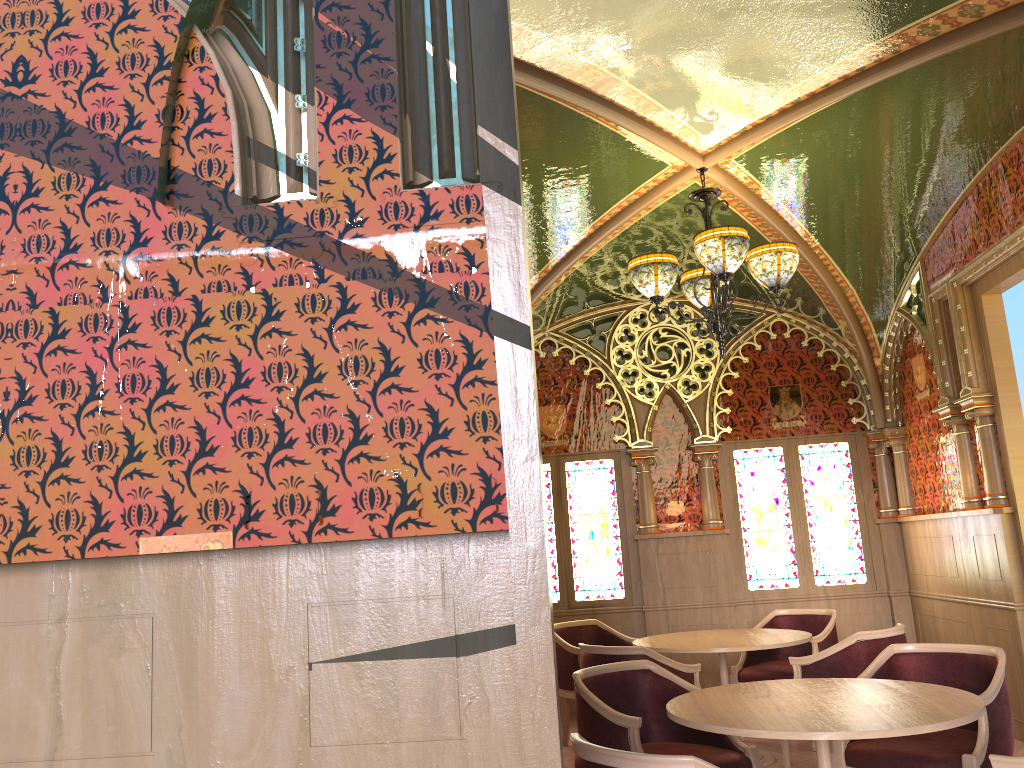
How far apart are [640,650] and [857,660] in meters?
1.2

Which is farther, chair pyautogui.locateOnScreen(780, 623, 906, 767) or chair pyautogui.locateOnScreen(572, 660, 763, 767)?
chair pyautogui.locateOnScreen(780, 623, 906, 767)

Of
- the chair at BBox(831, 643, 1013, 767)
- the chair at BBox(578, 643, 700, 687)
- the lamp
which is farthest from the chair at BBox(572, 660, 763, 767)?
the lamp

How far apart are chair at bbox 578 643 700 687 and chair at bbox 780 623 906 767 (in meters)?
0.56

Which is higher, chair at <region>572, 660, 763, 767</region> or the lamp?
the lamp

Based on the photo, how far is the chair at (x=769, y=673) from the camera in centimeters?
609cm

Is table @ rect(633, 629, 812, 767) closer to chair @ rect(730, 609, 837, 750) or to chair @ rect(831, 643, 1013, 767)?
chair @ rect(730, 609, 837, 750)

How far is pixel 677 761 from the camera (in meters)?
2.31

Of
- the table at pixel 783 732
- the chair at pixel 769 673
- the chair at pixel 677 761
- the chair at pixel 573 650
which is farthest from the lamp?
the chair at pixel 677 761

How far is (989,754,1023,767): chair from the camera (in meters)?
2.62
